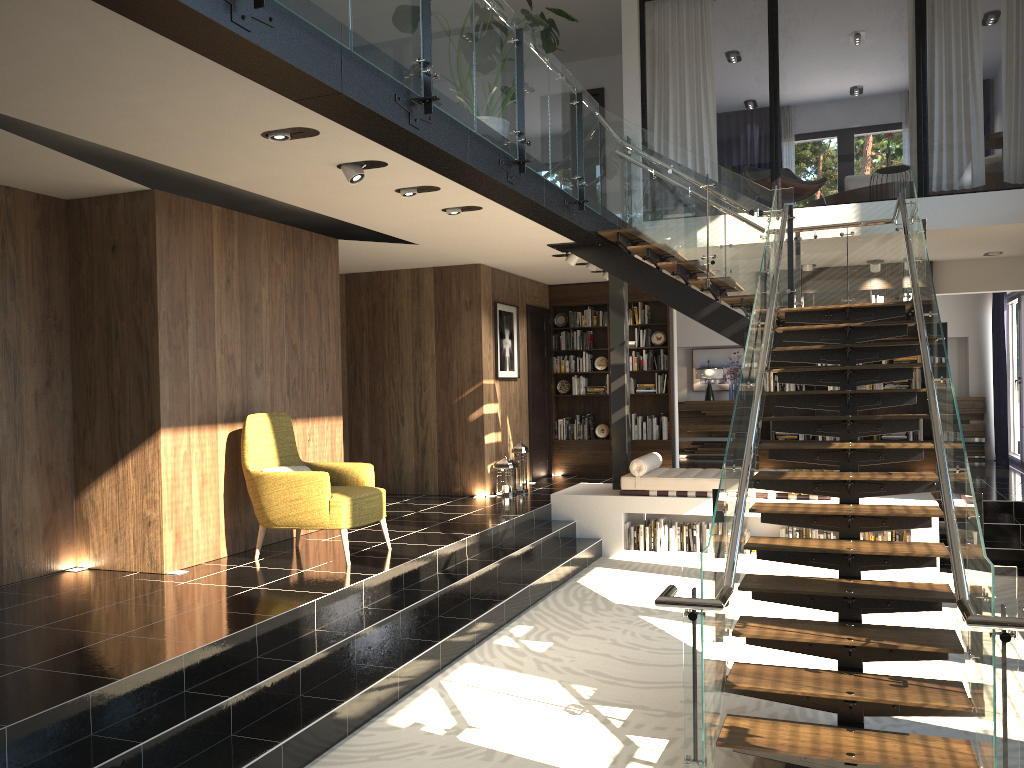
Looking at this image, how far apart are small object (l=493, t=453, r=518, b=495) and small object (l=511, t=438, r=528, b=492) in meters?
0.2

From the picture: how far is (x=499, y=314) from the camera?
10.7 meters

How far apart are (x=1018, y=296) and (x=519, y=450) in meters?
7.4 m

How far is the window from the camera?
12.22m

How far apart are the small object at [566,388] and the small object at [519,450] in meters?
2.2

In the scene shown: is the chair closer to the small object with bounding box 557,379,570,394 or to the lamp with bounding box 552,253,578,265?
the lamp with bounding box 552,253,578,265

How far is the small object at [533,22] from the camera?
6.5 meters

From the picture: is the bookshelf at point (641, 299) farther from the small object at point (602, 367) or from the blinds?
the blinds

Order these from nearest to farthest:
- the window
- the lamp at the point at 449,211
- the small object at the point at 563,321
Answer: the lamp at the point at 449,211 → the window → the small object at the point at 563,321

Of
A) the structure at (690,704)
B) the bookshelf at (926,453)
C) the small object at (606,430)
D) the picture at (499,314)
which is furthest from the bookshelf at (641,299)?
the structure at (690,704)
